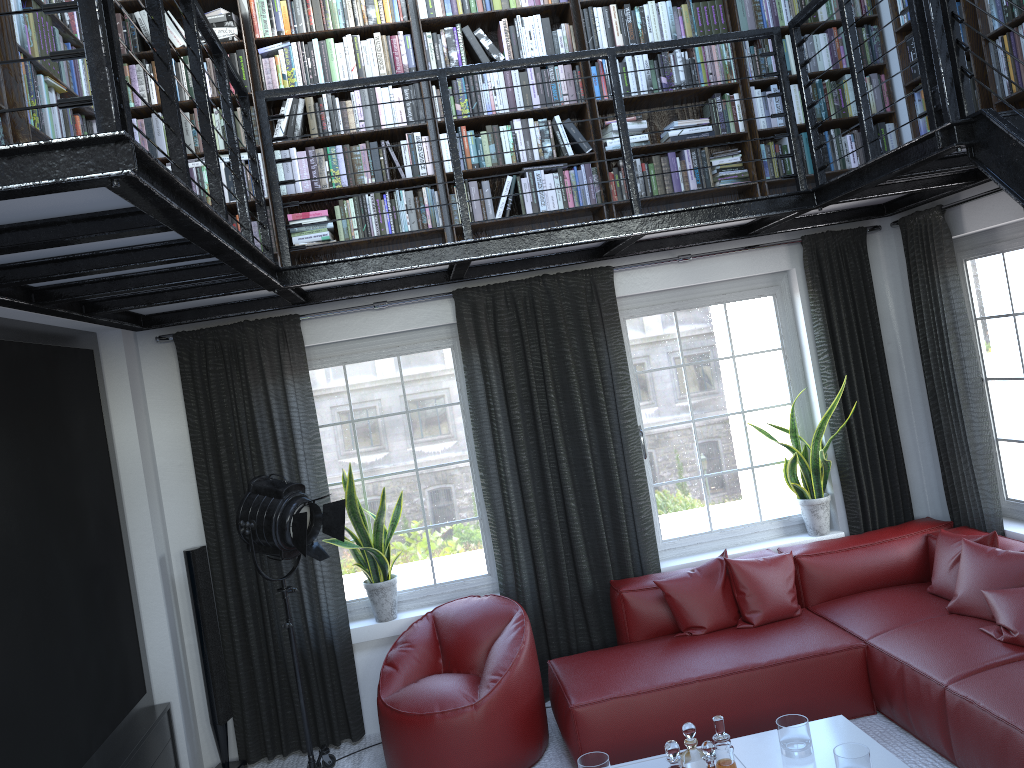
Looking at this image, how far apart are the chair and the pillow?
0.7m

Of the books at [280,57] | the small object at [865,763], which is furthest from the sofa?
the books at [280,57]

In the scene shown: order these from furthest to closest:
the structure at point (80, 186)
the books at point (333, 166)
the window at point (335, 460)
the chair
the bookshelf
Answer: the window at point (335, 460) < the books at point (333, 166) < the chair < the bookshelf < the structure at point (80, 186)

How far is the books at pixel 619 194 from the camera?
4.9 meters

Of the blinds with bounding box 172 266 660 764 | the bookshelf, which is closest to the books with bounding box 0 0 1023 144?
the bookshelf

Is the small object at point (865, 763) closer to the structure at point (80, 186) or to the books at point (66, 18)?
the structure at point (80, 186)

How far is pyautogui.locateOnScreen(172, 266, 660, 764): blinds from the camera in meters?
4.8 m

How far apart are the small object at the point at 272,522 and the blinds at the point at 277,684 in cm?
22

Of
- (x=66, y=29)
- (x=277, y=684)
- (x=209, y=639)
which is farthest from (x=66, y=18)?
(x=277, y=684)

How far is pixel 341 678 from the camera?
4.88m
